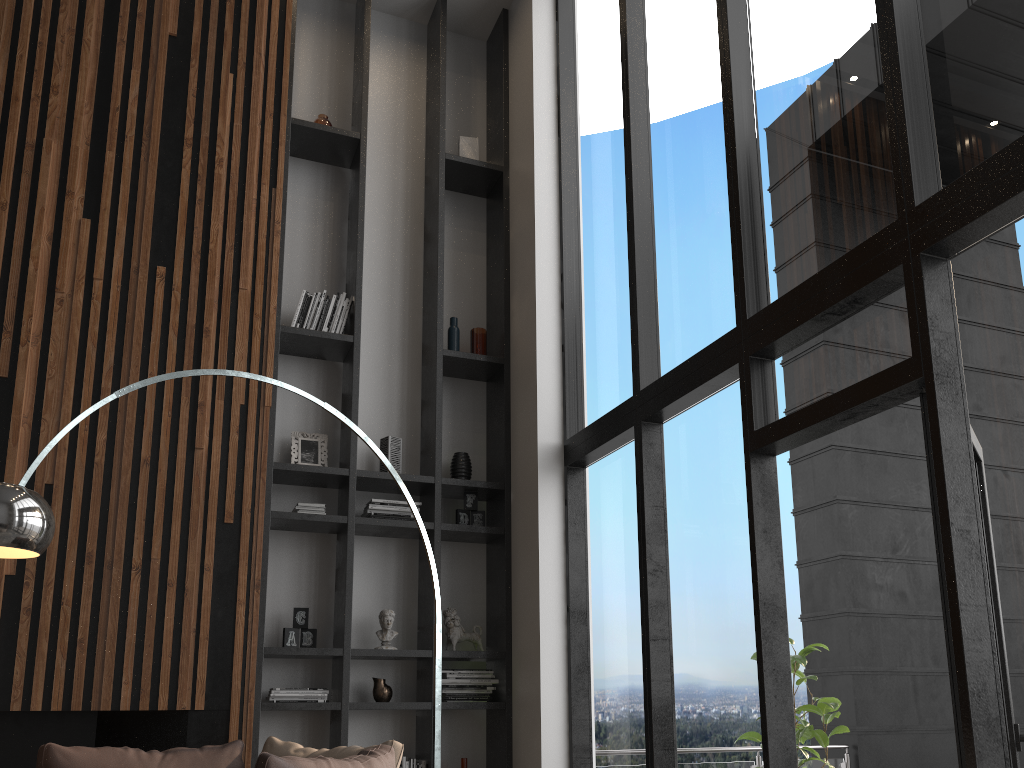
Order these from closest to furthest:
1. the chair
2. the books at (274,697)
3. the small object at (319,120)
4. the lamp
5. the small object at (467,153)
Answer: the chair → the lamp → the books at (274,697) → the small object at (319,120) → the small object at (467,153)

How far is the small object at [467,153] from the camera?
6.2m

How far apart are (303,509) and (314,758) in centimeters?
252cm

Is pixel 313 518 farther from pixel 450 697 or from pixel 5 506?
pixel 5 506

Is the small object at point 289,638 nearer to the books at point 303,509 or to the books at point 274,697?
the books at point 274,697

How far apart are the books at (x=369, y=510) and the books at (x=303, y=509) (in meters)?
Answer: 0.27

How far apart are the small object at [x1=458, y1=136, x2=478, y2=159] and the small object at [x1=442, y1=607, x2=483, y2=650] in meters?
3.1 m

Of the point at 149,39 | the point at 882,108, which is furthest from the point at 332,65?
the point at 882,108

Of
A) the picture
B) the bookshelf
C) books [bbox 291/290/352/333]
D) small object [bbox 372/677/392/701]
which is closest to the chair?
the bookshelf

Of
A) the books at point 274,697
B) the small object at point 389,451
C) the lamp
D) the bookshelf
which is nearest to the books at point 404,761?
the bookshelf
